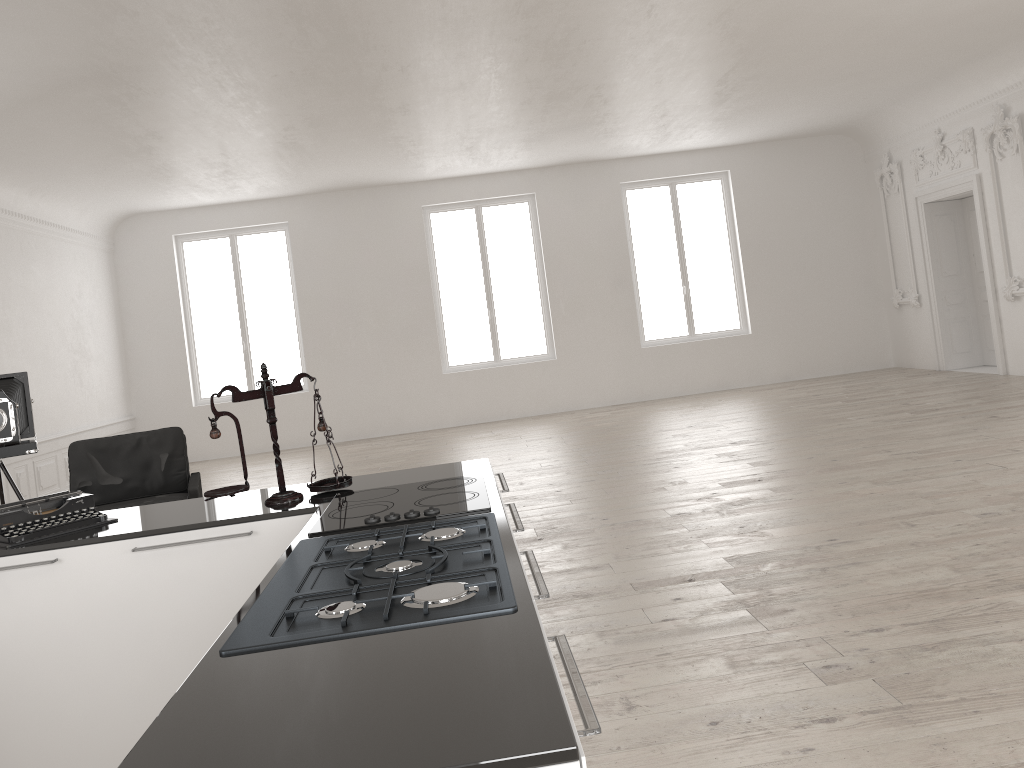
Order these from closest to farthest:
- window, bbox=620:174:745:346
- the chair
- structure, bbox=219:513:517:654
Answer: structure, bbox=219:513:517:654 < the chair < window, bbox=620:174:745:346

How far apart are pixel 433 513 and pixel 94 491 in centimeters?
490cm

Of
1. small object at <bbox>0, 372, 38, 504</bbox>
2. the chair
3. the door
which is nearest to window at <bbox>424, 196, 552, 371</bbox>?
the door

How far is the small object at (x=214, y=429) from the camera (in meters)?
2.98

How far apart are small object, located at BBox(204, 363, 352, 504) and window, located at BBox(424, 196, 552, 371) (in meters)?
10.54

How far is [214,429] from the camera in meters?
3.0

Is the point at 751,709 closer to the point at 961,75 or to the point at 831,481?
the point at 831,481

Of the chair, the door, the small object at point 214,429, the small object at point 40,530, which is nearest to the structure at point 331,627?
the small object at point 214,429

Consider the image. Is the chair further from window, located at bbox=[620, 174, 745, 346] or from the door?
the door

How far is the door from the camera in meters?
11.4
